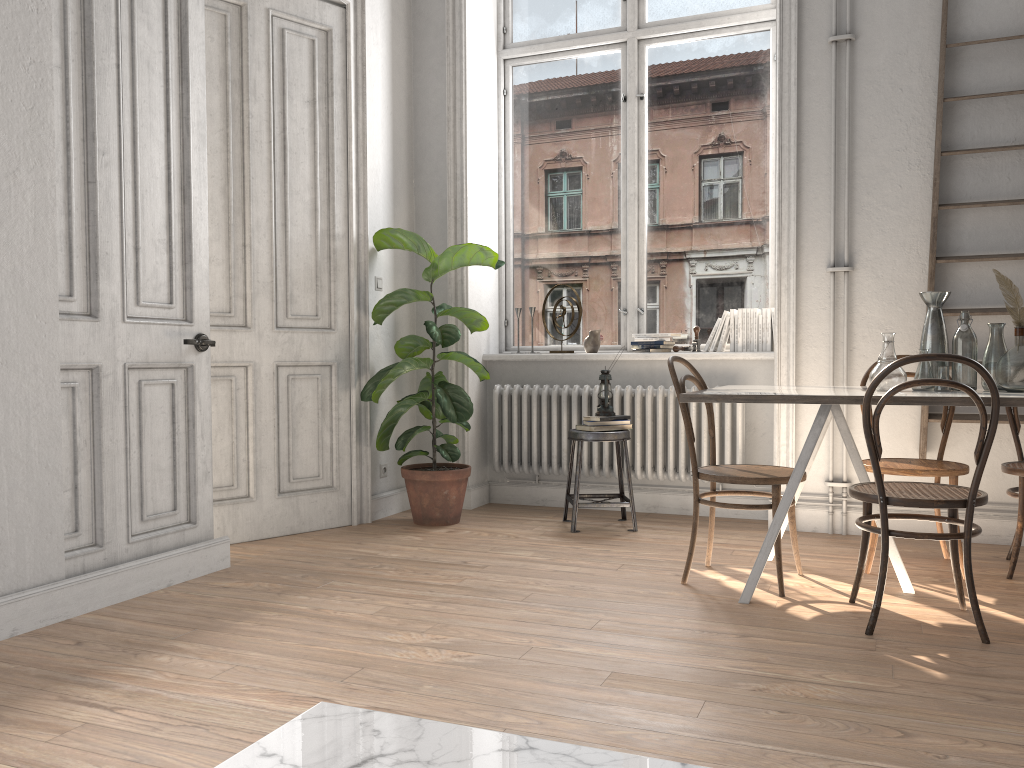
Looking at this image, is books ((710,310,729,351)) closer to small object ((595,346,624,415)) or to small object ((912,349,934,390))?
small object ((595,346,624,415))

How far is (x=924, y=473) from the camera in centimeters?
360cm

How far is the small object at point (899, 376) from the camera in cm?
328

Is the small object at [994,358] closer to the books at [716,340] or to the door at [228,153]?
the books at [716,340]

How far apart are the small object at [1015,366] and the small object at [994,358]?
0.1 meters

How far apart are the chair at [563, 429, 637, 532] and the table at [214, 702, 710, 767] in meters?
3.4

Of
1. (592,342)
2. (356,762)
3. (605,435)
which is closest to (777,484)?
(605,435)

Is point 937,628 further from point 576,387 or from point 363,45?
point 363,45

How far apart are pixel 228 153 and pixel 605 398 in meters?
2.3

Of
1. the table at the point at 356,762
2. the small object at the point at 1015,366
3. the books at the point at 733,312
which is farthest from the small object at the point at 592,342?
the table at the point at 356,762
